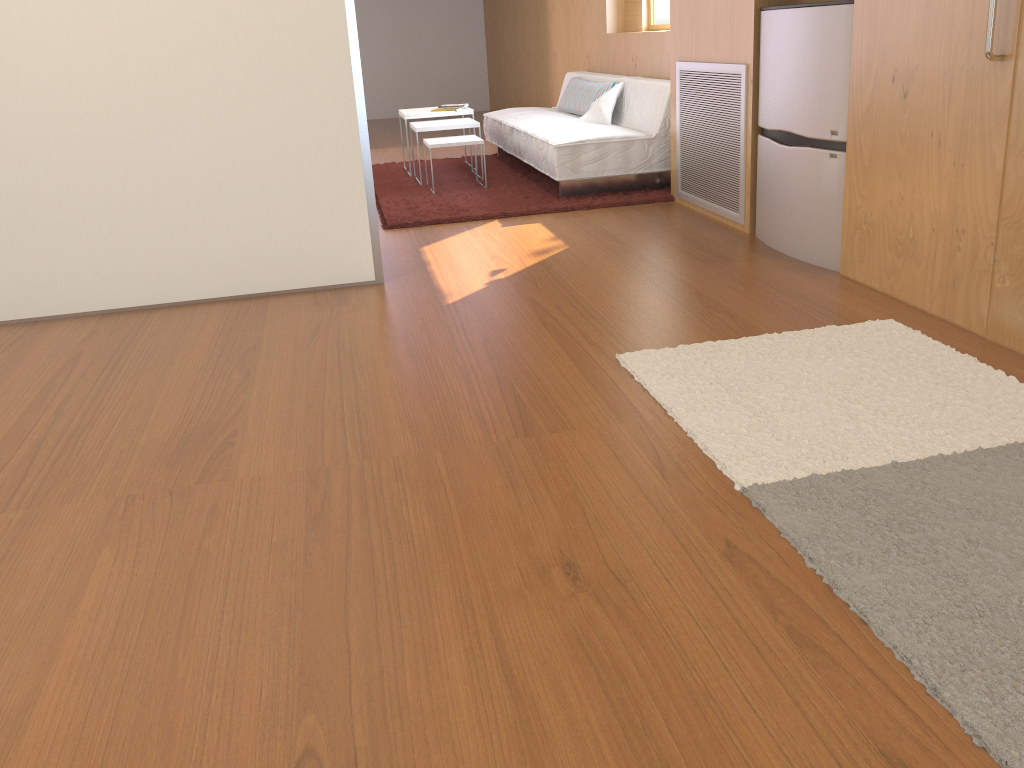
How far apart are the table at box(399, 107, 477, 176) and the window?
1.4 meters

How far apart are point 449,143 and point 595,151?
0.98m

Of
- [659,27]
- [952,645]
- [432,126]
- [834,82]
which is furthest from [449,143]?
[952,645]

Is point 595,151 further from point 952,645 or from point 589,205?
point 952,645

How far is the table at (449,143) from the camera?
5.4 meters

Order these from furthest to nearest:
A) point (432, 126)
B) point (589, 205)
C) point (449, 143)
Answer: point (432, 126) < point (449, 143) < point (589, 205)

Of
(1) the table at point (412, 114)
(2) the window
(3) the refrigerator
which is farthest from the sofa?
(3) the refrigerator

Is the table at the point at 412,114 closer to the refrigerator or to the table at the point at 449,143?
the table at the point at 449,143

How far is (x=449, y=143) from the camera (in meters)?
5.37

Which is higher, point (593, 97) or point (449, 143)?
point (593, 97)
